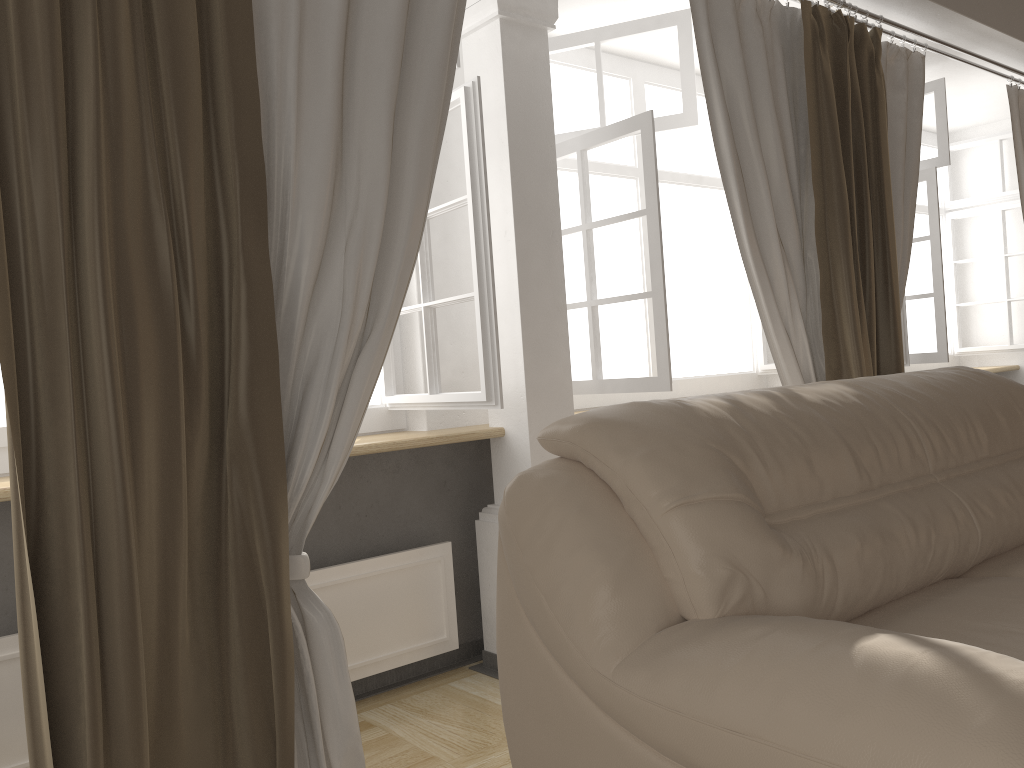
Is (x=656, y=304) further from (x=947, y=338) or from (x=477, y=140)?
(x=947, y=338)

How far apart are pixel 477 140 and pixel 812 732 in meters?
1.8

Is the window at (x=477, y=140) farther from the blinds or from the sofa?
the sofa

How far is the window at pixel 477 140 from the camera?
2.4 meters

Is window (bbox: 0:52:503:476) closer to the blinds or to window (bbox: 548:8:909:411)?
the blinds

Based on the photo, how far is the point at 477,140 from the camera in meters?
2.4 m

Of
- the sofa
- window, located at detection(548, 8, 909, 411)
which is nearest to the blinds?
window, located at detection(548, 8, 909, 411)

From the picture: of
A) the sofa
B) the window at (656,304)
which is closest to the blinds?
the window at (656,304)

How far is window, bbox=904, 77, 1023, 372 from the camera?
4.1 meters

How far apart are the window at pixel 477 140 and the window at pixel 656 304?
0.64m
